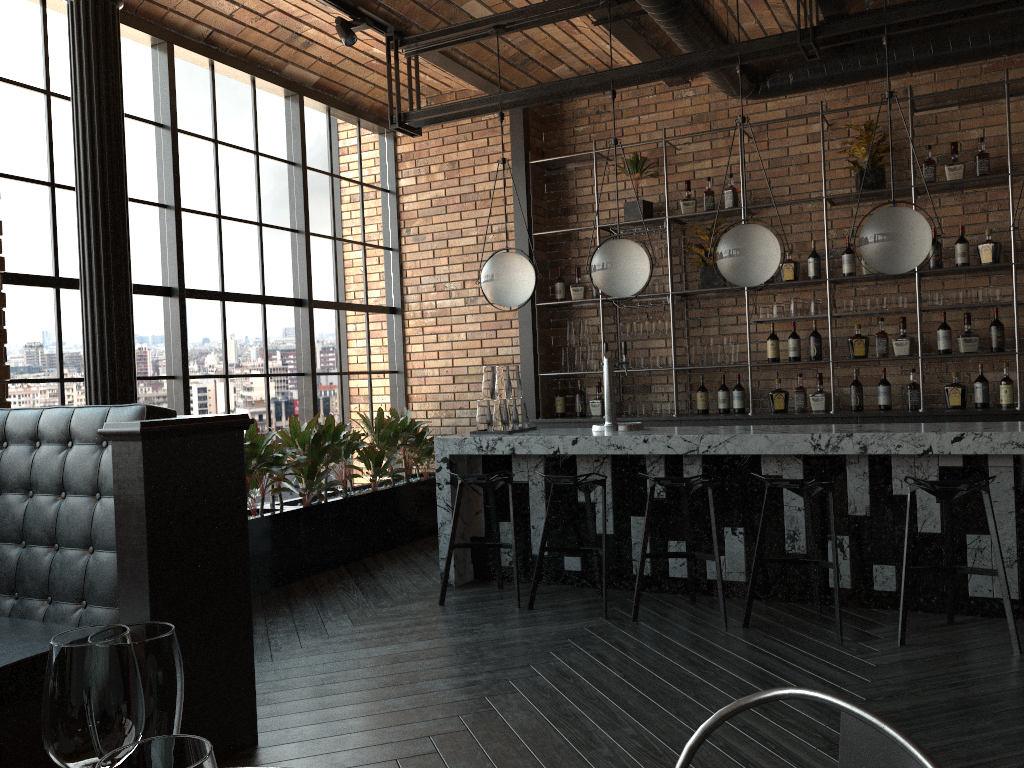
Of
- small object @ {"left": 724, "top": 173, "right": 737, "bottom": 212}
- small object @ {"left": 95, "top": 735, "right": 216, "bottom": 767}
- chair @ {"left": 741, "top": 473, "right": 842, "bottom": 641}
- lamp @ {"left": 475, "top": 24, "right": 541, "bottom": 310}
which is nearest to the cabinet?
small object @ {"left": 724, "top": 173, "right": 737, "bottom": 212}

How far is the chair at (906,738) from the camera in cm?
89

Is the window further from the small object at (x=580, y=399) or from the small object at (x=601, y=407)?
the small object at (x=601, y=407)

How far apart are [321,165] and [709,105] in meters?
3.1

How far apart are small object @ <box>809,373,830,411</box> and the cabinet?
0.12m

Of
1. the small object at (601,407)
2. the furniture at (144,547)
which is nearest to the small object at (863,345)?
the small object at (601,407)

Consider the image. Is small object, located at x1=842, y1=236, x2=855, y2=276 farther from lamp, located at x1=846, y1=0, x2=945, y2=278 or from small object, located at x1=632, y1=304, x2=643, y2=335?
lamp, located at x1=846, y1=0, x2=945, y2=278

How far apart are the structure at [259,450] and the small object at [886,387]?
3.34m

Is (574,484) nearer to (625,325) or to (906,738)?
(625,325)

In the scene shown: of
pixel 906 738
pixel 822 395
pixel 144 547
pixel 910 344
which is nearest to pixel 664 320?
pixel 822 395
